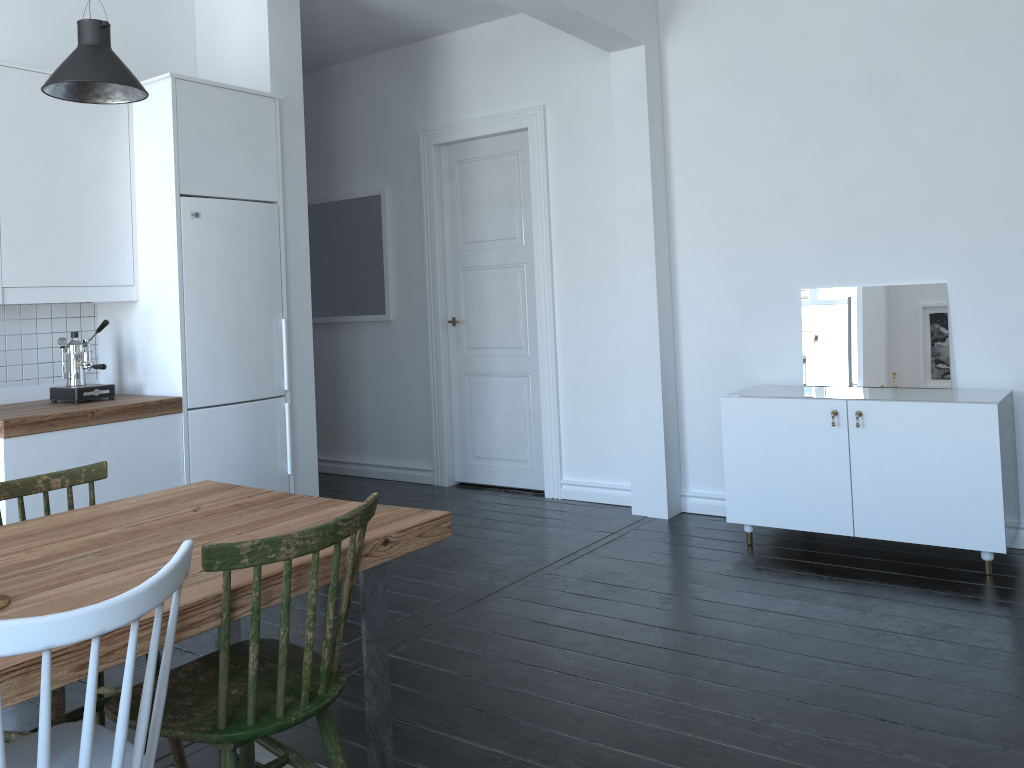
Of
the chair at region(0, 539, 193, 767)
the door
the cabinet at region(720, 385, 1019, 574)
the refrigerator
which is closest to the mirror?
the cabinet at region(720, 385, 1019, 574)

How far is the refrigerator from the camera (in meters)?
4.11

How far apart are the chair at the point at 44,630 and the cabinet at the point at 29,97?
2.4m

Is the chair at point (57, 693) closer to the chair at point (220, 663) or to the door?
the chair at point (220, 663)

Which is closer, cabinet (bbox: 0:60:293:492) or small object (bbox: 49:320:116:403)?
cabinet (bbox: 0:60:293:492)

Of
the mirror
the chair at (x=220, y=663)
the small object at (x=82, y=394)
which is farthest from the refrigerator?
the mirror

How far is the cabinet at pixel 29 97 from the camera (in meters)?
3.77

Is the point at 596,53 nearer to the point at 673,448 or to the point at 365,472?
the point at 673,448

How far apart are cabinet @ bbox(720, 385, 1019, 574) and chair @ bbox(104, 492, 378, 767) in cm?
267

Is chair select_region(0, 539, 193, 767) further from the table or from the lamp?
the lamp
